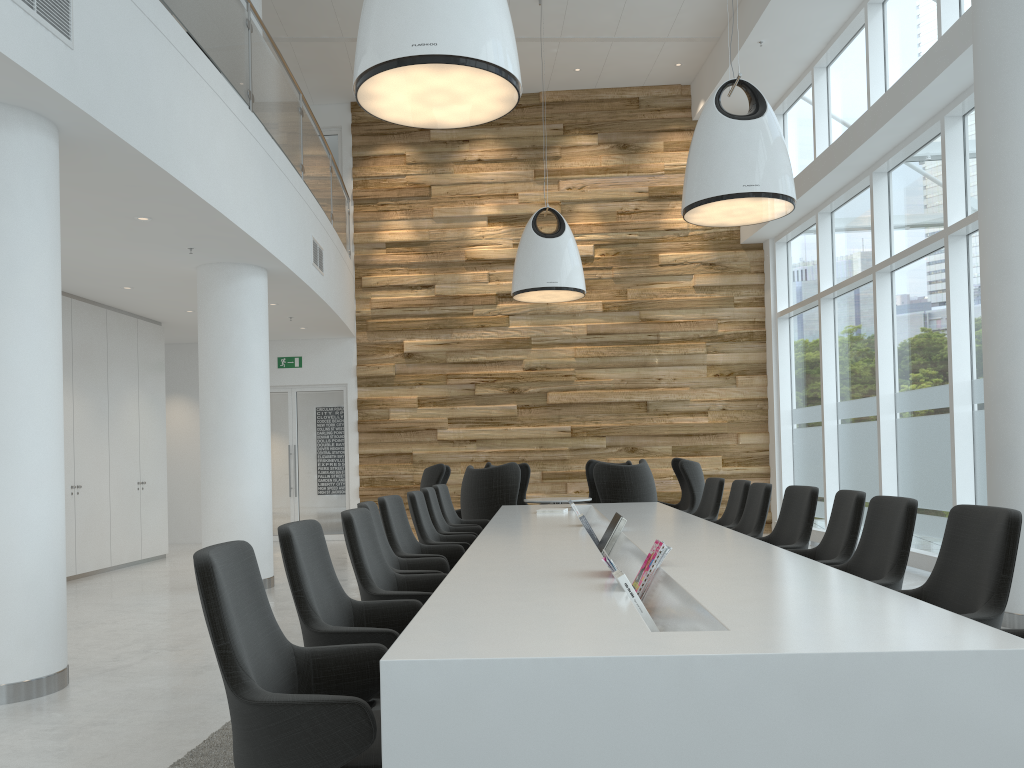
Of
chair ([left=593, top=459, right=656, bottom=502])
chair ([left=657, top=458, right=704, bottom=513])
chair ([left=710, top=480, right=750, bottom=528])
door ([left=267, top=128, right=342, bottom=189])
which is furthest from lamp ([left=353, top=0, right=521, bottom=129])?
door ([left=267, top=128, right=342, bottom=189])

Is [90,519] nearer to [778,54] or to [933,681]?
[933,681]

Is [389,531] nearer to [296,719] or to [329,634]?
[329,634]

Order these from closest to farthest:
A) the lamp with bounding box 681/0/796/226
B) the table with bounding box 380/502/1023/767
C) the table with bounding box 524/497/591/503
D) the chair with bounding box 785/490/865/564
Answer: the table with bounding box 380/502/1023/767 → the chair with bounding box 785/490/865/564 → the lamp with bounding box 681/0/796/226 → the table with bounding box 524/497/591/503

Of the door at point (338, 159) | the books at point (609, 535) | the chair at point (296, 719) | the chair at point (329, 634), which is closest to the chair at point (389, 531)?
the books at point (609, 535)

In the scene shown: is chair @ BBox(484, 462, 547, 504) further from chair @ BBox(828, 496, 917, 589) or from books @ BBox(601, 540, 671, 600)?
books @ BBox(601, 540, 671, 600)

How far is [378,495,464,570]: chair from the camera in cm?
545

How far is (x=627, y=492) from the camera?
8.9m

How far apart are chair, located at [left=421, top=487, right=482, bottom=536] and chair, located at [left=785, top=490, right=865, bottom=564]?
2.9m

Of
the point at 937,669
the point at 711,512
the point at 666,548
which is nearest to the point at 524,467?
the point at 711,512
